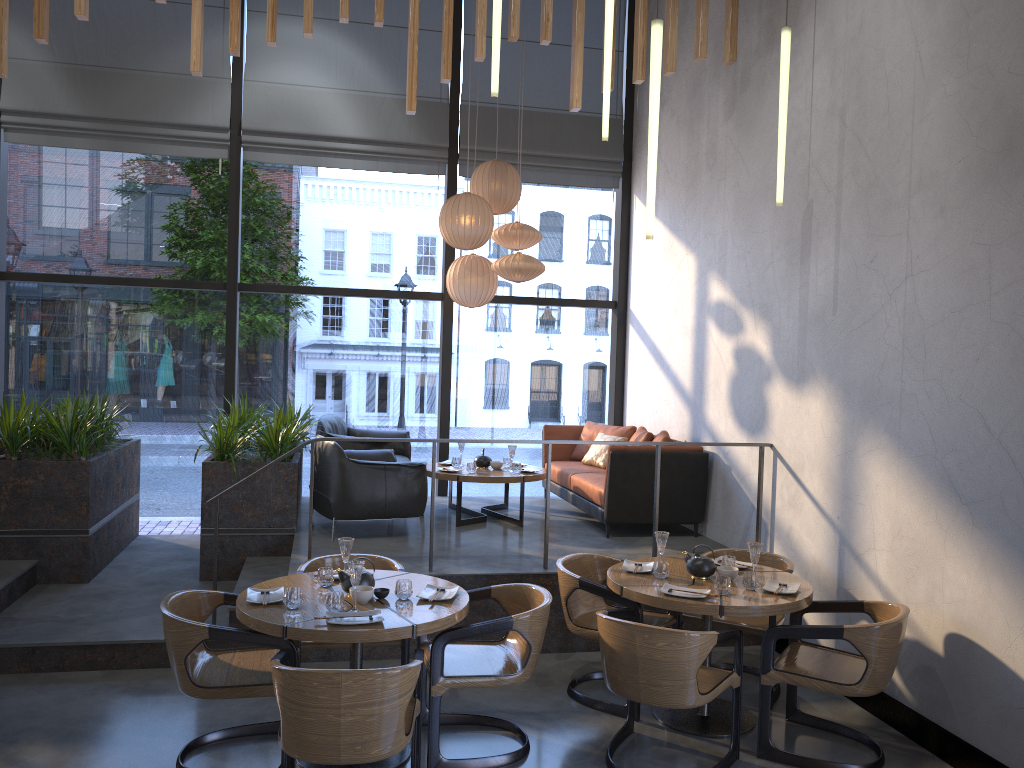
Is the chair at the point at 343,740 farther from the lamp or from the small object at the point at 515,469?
the small object at the point at 515,469

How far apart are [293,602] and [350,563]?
0.3 meters

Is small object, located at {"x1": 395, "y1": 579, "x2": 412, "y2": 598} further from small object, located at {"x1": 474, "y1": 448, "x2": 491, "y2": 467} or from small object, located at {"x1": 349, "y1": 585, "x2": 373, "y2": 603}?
small object, located at {"x1": 474, "y1": 448, "x2": 491, "y2": 467}

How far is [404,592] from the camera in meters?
4.2 m

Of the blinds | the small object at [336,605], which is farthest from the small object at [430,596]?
the blinds

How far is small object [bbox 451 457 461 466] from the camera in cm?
774

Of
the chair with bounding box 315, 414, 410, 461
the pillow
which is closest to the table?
the chair with bounding box 315, 414, 410, 461

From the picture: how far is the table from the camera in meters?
3.8

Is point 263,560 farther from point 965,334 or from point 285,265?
point 285,265

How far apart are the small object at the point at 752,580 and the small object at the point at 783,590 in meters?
0.1
